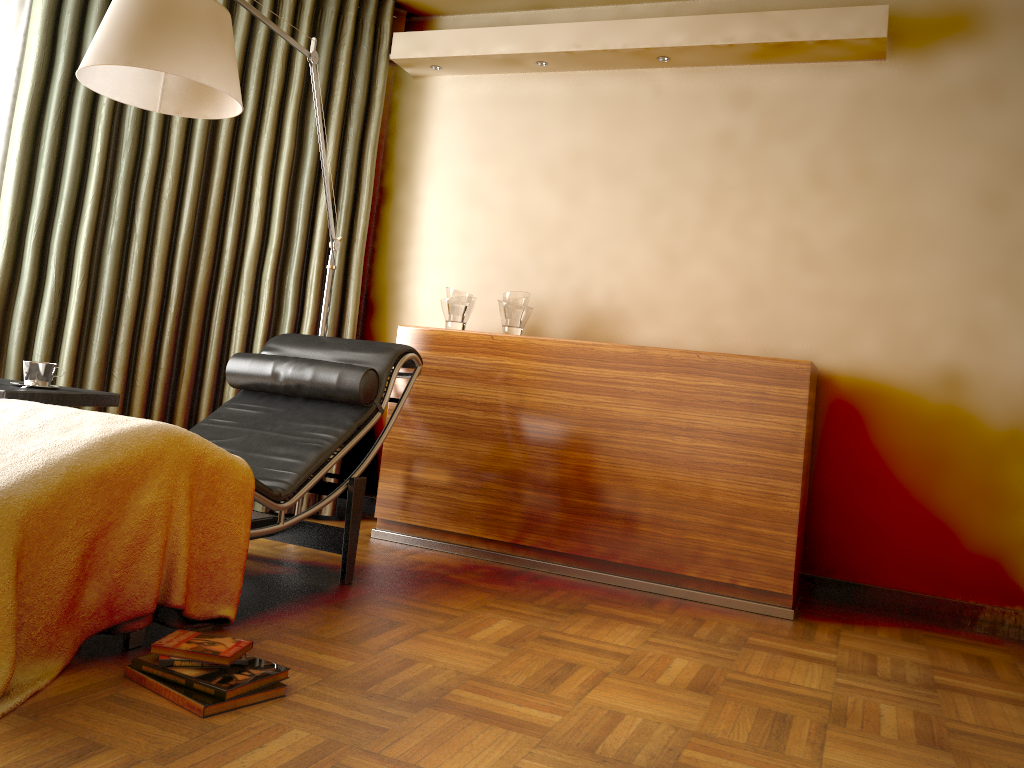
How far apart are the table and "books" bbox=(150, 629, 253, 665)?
1.0 meters

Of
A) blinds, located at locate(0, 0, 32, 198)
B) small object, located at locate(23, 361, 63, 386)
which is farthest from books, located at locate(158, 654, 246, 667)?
blinds, located at locate(0, 0, 32, 198)

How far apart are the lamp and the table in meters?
0.9 m

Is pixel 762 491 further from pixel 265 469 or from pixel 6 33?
pixel 6 33

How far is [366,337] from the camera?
4.32m

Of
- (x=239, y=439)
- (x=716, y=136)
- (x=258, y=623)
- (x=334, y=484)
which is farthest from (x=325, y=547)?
(x=716, y=136)

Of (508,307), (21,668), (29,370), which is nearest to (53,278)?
(29,370)

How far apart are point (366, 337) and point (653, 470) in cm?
169

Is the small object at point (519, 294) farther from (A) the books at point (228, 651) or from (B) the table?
(A) the books at point (228, 651)

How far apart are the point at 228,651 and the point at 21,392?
1.2 meters
